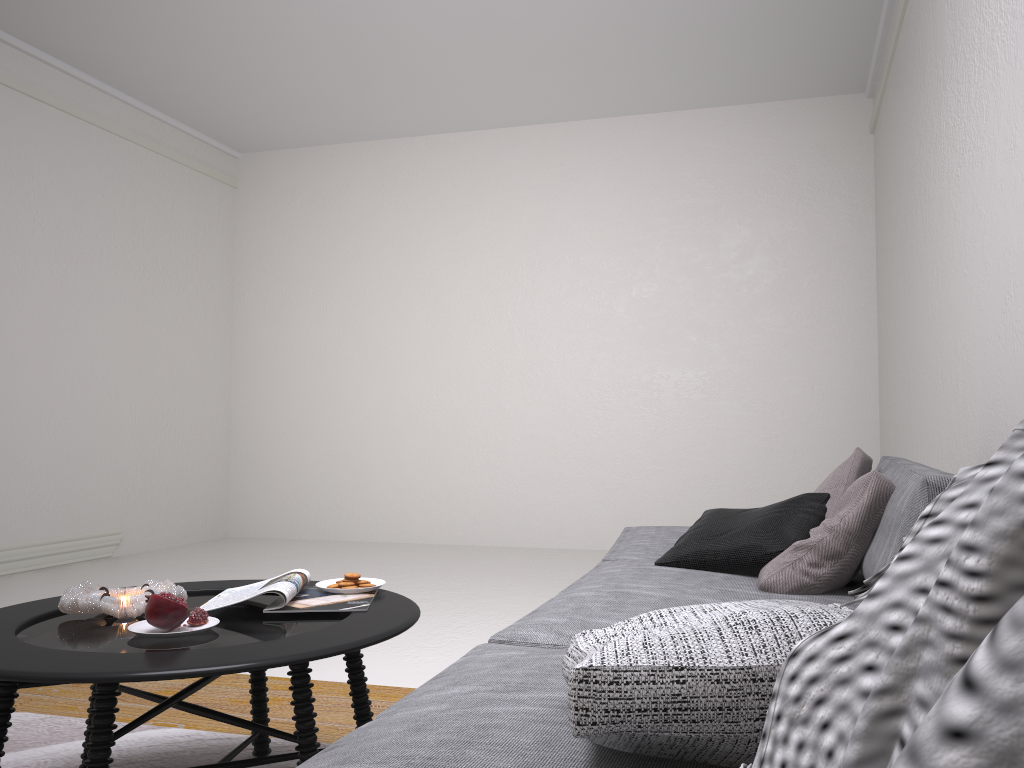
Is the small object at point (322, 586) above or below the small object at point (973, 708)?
below

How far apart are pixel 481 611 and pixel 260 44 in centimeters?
369cm

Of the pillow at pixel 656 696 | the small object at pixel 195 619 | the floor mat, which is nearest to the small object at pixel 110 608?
the small object at pixel 195 619

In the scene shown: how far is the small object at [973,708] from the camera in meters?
0.3

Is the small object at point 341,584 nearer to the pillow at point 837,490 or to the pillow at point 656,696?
the pillow at point 656,696

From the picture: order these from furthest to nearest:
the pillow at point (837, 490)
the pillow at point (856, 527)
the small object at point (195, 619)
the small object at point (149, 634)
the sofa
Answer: the pillow at point (837, 490)
the pillow at point (856, 527)
the small object at point (195, 619)
the small object at point (149, 634)
the sofa

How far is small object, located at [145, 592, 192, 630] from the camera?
1.7 meters

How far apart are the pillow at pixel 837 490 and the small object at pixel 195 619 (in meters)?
1.63

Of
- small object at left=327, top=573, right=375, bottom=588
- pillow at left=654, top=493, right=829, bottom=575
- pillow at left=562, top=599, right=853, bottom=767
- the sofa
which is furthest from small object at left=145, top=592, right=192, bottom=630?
pillow at left=654, top=493, right=829, bottom=575

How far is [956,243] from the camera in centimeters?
308cm
